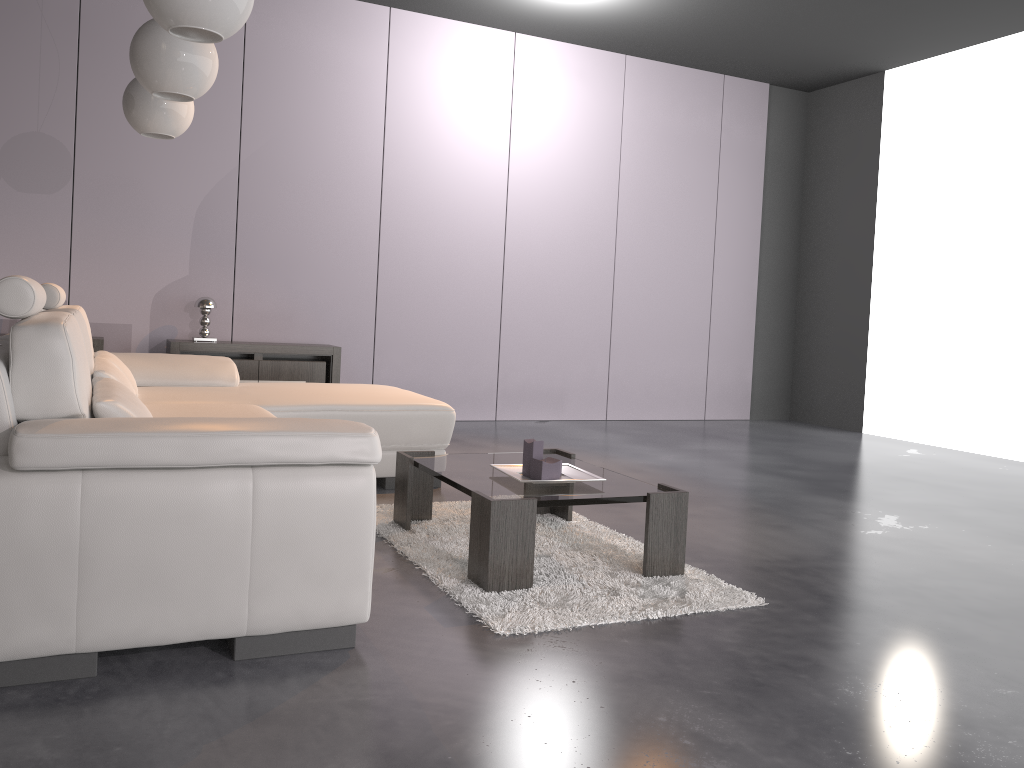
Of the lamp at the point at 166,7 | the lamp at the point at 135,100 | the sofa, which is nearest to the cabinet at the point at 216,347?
the sofa

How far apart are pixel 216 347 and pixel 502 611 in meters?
3.7

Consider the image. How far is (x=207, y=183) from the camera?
5.9m

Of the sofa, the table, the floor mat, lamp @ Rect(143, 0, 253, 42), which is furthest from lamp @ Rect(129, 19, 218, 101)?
the floor mat

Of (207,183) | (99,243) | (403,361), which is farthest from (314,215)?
(99,243)

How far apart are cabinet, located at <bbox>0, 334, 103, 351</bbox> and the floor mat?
2.65m

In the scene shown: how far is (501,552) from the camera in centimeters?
262cm

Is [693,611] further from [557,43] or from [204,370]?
[557,43]

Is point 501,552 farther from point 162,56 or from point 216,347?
point 216,347

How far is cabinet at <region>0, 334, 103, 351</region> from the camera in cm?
530
